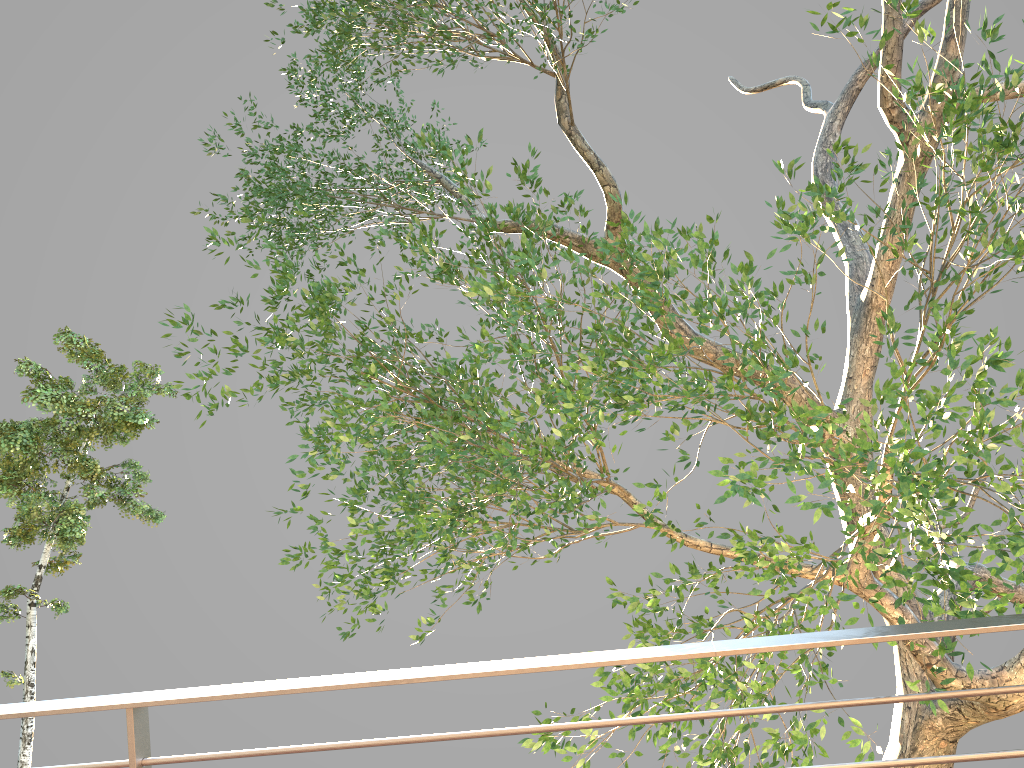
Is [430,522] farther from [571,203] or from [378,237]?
[571,203]
